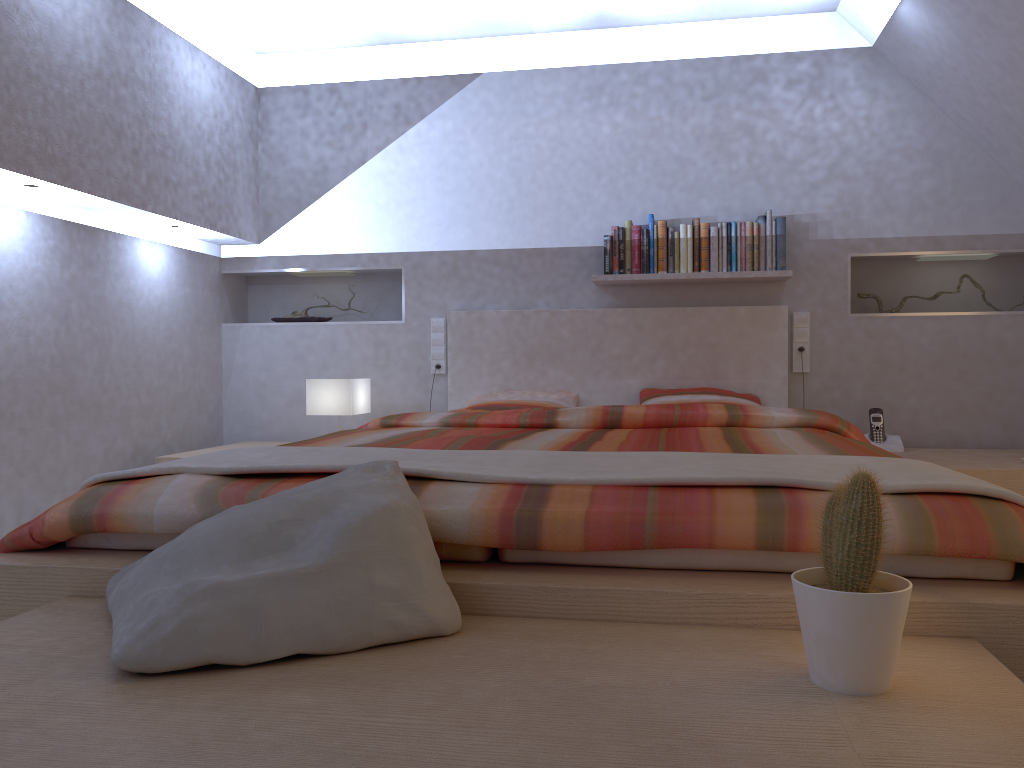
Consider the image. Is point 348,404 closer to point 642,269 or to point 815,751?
point 642,269

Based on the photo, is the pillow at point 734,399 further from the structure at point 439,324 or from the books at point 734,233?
the structure at point 439,324

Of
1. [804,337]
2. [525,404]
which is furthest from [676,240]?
[525,404]

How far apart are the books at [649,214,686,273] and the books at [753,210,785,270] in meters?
0.3

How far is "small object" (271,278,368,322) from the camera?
4.8m

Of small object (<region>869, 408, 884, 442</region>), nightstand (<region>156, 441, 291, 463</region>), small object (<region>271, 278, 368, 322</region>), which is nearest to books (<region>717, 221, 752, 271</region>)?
small object (<region>869, 408, 884, 442</region>)

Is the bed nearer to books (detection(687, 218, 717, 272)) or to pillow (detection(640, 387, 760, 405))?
pillow (detection(640, 387, 760, 405))

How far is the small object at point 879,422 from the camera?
4.0m

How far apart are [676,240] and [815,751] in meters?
3.4 m

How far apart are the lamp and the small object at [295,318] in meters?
0.7
